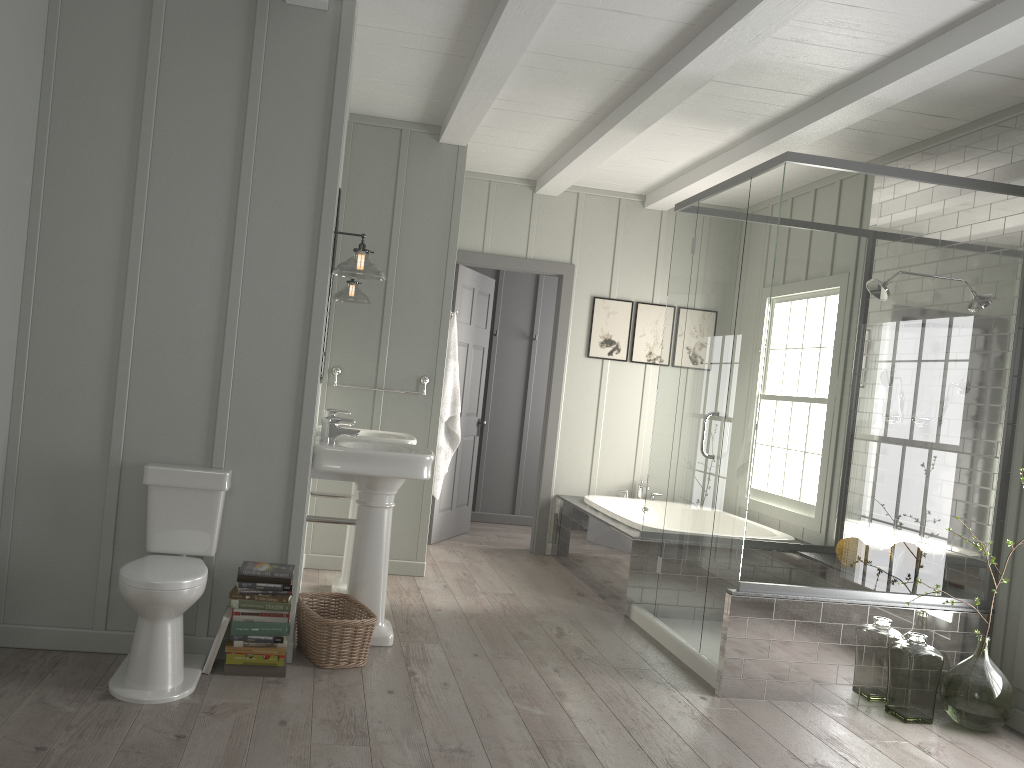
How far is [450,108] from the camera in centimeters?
499cm

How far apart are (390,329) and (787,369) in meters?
2.5 m

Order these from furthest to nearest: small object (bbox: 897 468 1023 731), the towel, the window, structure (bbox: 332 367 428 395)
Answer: the towel, structure (bbox: 332 367 428 395), the window, small object (bbox: 897 468 1023 731)

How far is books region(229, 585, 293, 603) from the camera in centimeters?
339cm

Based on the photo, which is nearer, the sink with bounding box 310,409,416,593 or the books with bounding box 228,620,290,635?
the books with bounding box 228,620,290,635

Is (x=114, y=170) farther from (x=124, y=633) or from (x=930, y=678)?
(x=930, y=678)

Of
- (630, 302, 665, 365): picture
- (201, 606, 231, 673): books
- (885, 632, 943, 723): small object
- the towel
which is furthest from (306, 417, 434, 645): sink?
(630, 302, 665, 365): picture

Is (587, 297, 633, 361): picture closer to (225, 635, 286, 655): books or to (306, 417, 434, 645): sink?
(306, 417, 434, 645): sink

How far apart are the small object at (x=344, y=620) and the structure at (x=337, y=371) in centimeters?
168cm

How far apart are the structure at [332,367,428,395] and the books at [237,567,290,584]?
→ 2.1 meters
